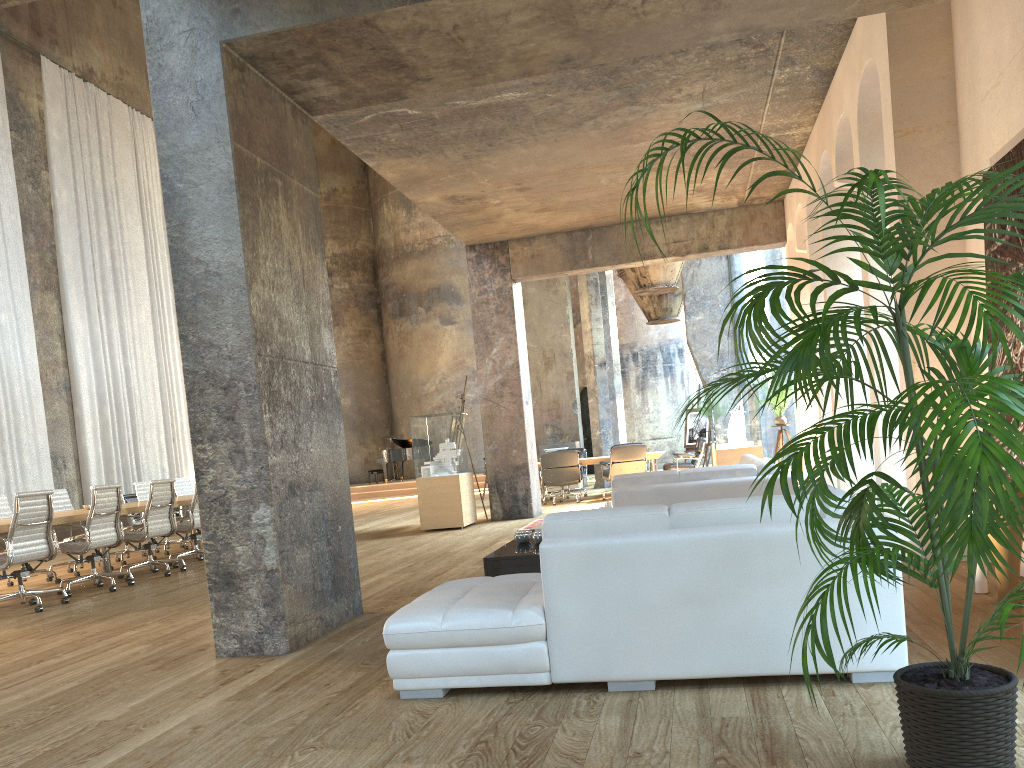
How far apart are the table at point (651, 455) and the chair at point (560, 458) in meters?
0.3 m

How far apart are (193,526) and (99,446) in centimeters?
743cm

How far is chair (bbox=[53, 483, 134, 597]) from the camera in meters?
8.2 m

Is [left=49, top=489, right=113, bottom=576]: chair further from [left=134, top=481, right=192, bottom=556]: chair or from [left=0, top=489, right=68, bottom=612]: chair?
[left=0, top=489, right=68, bottom=612]: chair

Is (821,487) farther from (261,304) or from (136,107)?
(136,107)

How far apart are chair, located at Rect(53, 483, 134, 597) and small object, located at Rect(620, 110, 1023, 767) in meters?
7.2

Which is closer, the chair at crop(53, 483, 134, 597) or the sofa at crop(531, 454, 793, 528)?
the sofa at crop(531, 454, 793, 528)

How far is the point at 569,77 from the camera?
7.2m

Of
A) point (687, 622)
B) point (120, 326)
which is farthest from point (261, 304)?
point (120, 326)

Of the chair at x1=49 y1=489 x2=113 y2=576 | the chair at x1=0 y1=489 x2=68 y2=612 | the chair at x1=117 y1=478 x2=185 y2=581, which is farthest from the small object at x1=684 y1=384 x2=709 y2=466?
the chair at x1=0 y1=489 x2=68 y2=612
